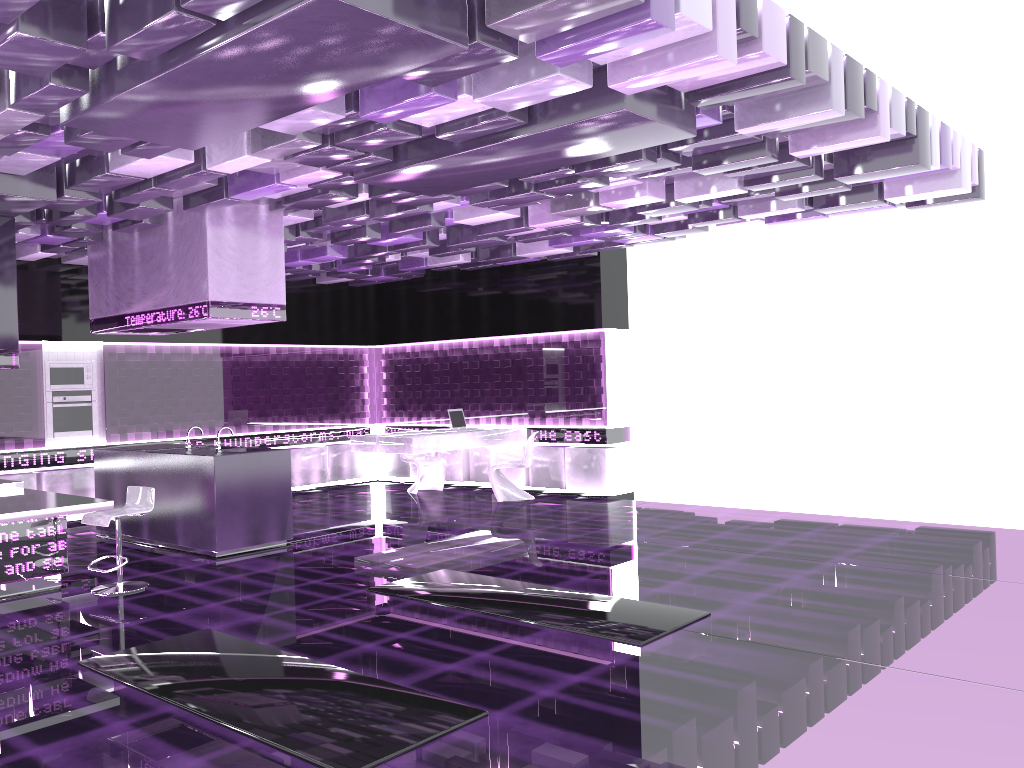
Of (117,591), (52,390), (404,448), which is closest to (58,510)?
(117,591)

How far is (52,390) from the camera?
10.34m

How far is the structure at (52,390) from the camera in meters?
10.3

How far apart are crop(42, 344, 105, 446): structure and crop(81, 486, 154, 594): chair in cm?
409

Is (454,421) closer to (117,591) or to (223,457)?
(223,457)

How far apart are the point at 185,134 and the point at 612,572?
4.26m

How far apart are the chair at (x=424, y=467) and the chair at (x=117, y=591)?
5.30m

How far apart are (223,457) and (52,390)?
3.83m

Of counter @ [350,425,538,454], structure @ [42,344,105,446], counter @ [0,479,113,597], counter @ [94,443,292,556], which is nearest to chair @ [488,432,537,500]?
counter @ [350,425,538,454]

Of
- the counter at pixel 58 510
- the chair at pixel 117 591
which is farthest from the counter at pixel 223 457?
the counter at pixel 58 510
